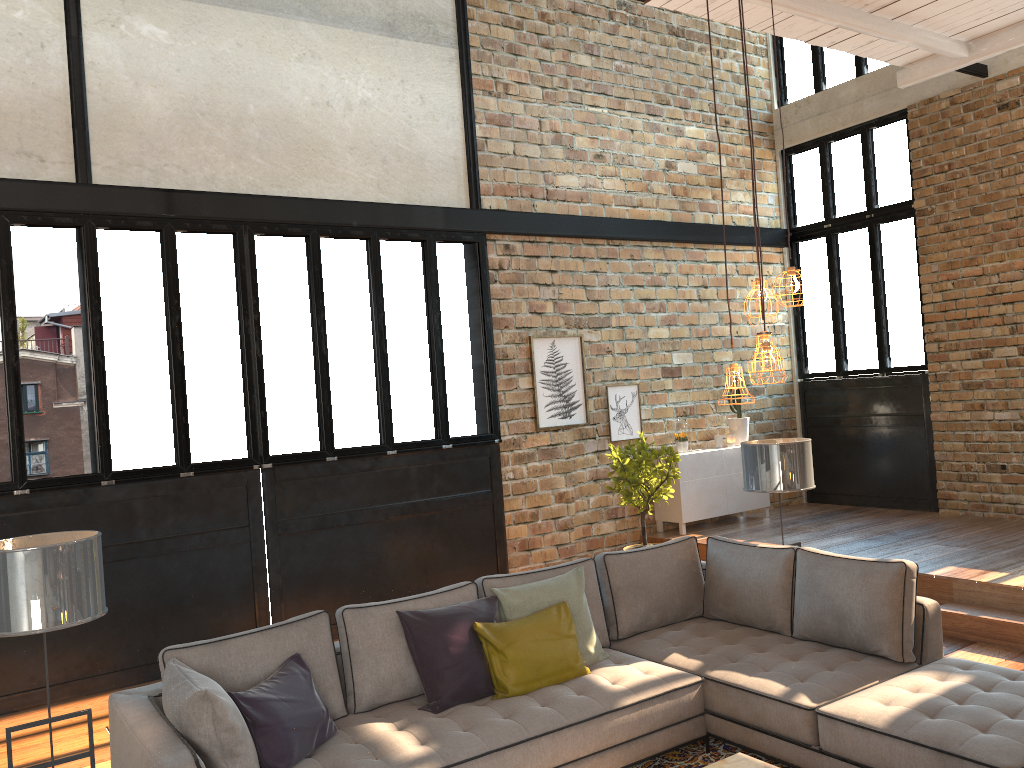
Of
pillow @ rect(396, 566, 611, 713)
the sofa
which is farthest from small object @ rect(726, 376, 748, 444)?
pillow @ rect(396, 566, 611, 713)

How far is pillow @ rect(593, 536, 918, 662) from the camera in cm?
433

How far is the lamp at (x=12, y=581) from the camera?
3.1m

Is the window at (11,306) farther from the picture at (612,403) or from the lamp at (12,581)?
the lamp at (12,581)

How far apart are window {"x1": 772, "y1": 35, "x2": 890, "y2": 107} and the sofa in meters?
6.8

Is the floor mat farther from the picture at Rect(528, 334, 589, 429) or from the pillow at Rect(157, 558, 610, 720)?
the picture at Rect(528, 334, 589, 429)

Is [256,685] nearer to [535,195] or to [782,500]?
[535,195]

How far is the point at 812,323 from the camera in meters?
10.2

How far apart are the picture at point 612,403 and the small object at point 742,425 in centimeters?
116cm

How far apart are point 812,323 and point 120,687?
7.9 meters
